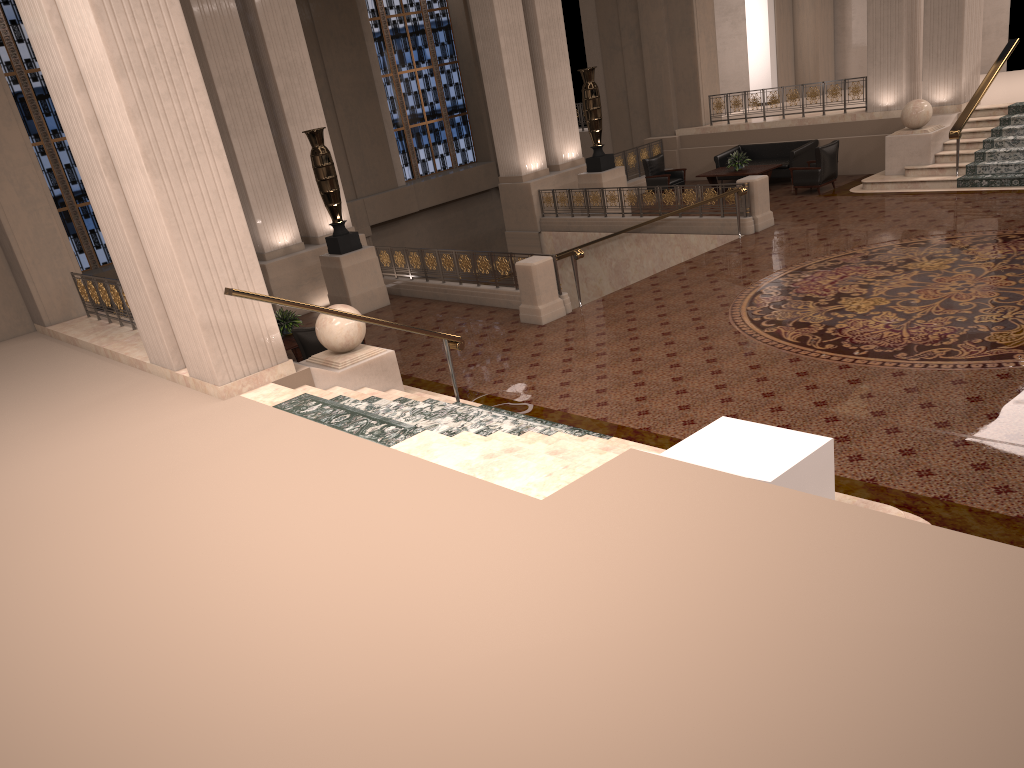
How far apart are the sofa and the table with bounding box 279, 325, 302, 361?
11.0m

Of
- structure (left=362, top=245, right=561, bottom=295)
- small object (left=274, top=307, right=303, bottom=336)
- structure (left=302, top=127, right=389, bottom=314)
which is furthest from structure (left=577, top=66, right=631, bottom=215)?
small object (left=274, top=307, right=303, bottom=336)

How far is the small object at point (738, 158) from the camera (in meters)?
17.79

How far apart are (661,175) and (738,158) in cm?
174

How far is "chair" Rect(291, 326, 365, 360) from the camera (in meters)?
10.45

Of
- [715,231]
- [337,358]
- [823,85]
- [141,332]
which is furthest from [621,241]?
[141,332]

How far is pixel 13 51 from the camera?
18.33m

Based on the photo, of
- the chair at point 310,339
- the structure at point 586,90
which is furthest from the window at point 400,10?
the chair at point 310,339

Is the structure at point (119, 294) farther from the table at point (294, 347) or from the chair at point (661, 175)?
the chair at point (661, 175)

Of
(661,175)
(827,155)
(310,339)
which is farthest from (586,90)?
(310,339)
